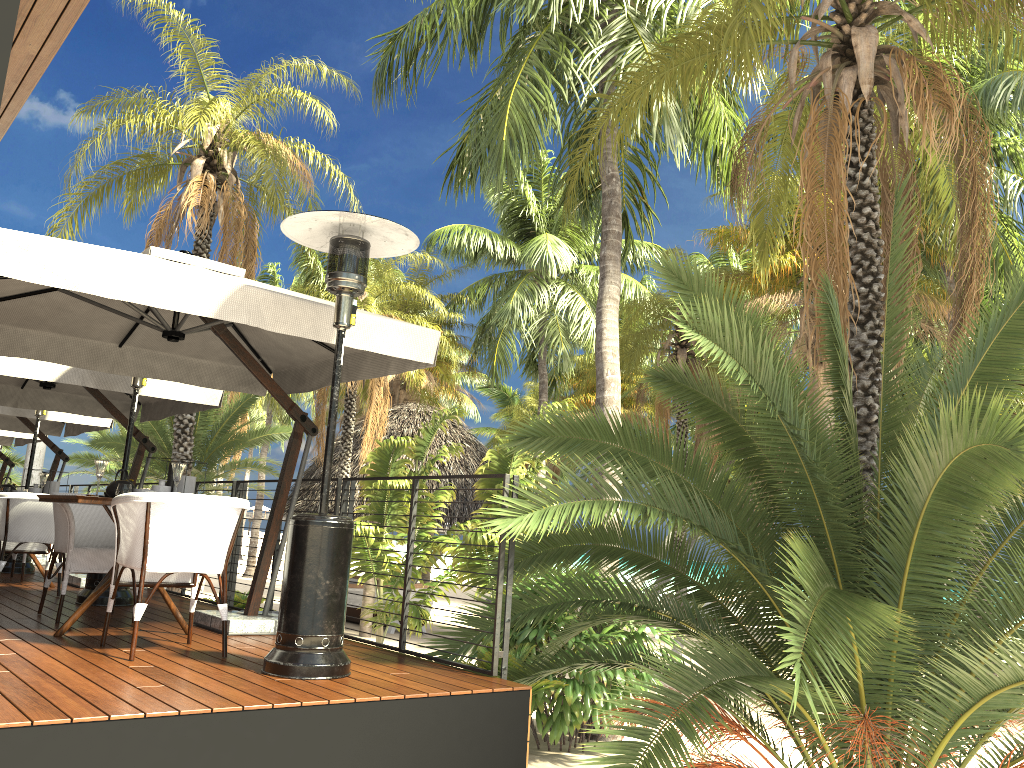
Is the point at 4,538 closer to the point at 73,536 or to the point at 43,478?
the point at 43,478

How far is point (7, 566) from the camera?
9.1m

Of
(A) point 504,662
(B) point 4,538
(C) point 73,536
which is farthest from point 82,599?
(A) point 504,662

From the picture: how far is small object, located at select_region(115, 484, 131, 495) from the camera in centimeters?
495cm

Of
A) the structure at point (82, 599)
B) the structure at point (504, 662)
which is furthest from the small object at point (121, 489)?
the structure at point (82, 599)

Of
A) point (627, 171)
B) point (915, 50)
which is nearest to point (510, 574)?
point (915, 50)

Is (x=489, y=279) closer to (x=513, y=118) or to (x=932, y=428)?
(x=513, y=118)

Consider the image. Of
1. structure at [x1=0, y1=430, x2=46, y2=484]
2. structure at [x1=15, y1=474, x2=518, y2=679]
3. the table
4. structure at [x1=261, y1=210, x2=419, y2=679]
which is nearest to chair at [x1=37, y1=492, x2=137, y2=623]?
the table

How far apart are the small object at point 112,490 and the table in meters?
0.1 m

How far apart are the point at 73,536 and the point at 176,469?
0.9m
